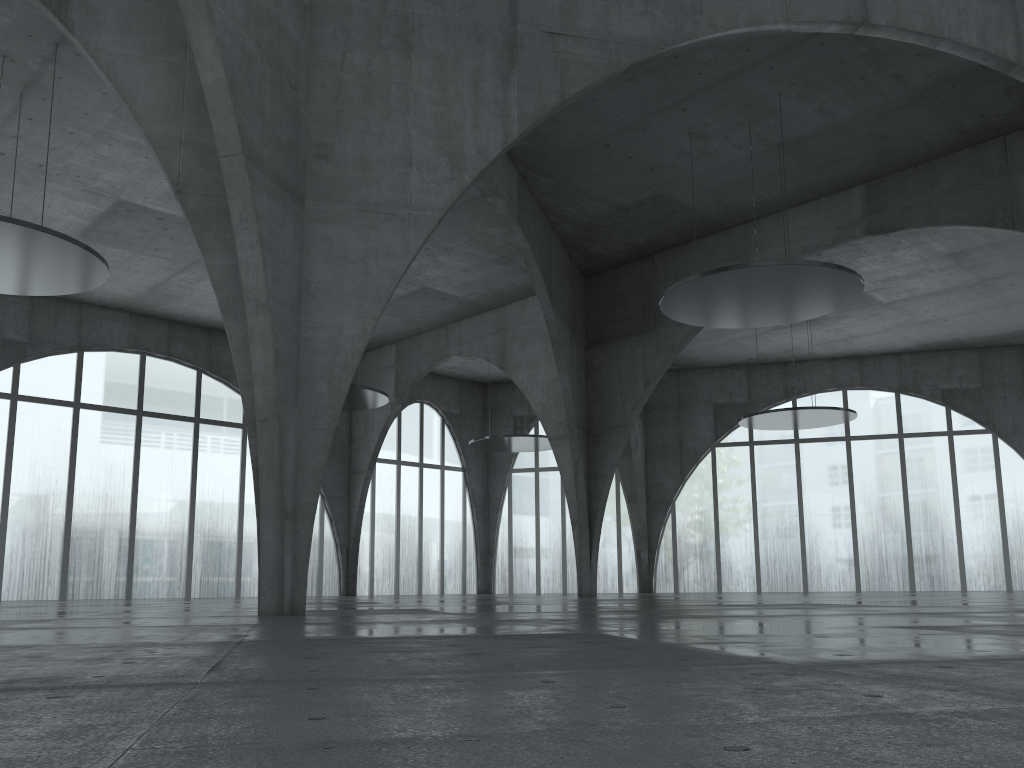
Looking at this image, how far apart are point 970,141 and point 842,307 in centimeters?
1293cm

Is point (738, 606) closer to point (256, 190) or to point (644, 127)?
point (256, 190)
